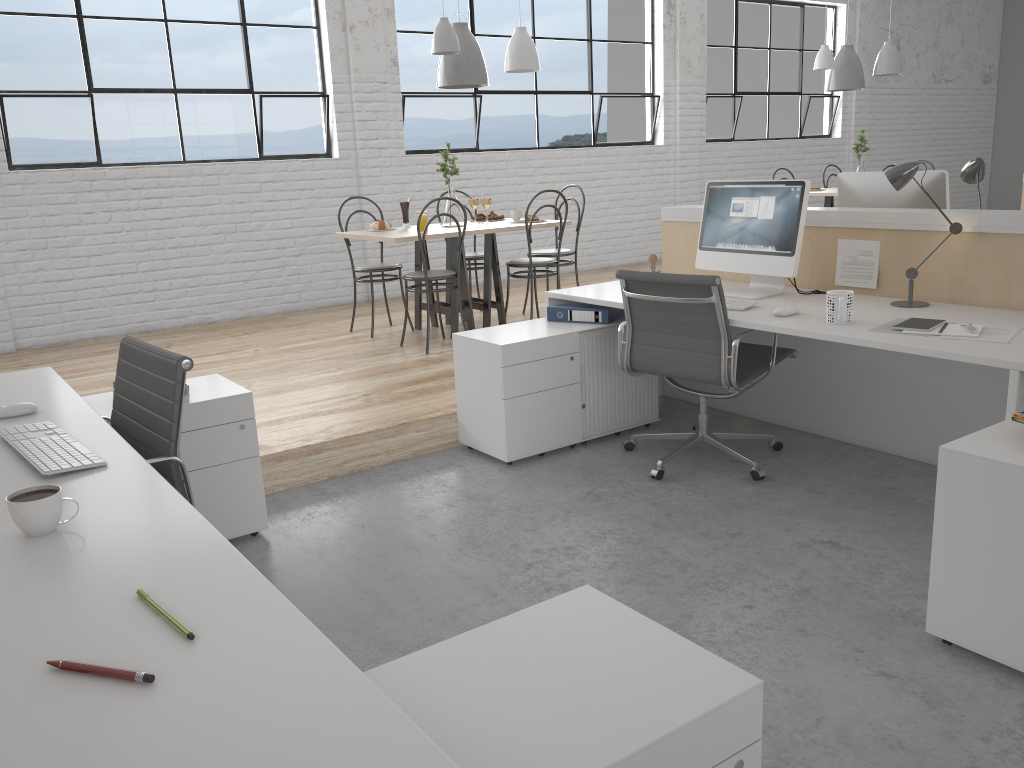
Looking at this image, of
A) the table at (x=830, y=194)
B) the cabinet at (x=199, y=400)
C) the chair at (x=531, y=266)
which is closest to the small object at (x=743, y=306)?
the cabinet at (x=199, y=400)

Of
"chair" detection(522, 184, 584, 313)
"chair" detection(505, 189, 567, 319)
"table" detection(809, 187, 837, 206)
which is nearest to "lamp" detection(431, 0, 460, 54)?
"chair" detection(505, 189, 567, 319)

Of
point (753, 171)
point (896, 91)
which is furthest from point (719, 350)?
point (896, 91)

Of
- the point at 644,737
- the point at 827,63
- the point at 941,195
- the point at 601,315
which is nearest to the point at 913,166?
the point at 941,195

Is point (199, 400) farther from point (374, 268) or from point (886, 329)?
point (374, 268)

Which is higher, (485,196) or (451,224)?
(485,196)

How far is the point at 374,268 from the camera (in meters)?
4.45

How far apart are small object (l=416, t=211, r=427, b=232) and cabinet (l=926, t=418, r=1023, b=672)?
2.9m

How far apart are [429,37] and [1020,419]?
4.93m

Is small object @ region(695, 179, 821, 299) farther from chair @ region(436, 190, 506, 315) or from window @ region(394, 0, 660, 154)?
window @ region(394, 0, 660, 154)
